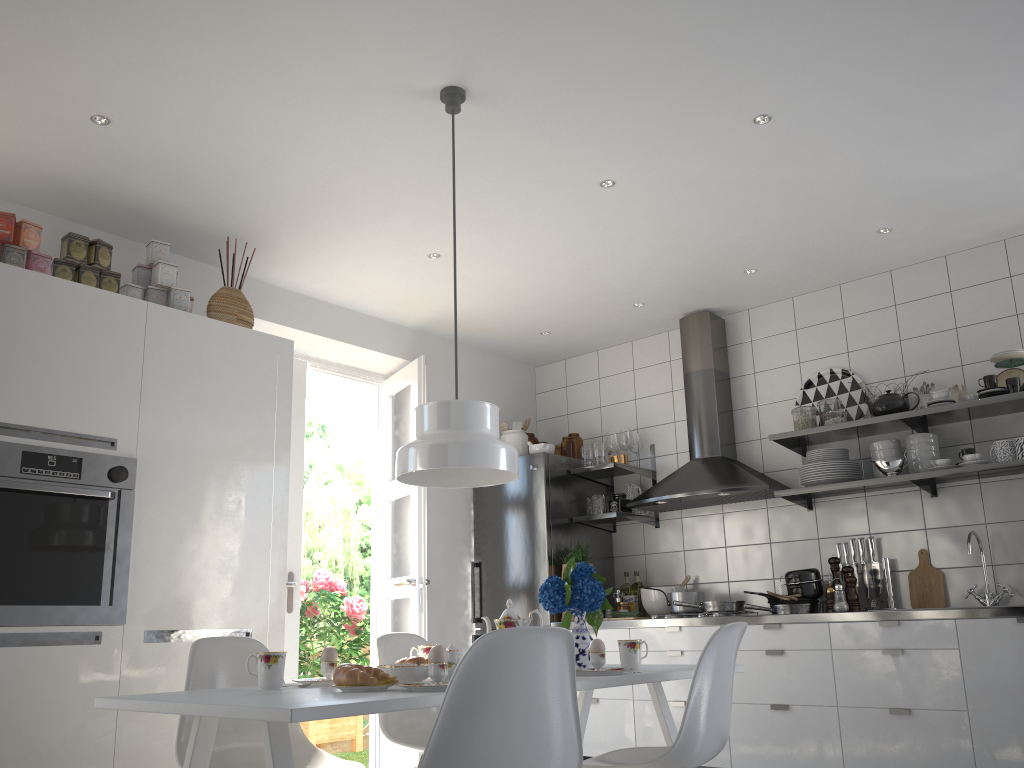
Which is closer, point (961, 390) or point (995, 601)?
point (995, 601)

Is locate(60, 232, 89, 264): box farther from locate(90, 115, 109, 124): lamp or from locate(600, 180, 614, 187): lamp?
locate(600, 180, 614, 187): lamp

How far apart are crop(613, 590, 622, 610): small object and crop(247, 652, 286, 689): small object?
3.1m

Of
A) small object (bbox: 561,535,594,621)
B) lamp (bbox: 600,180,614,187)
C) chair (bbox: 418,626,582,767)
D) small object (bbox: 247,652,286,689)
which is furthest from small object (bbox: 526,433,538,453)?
chair (bbox: 418,626,582,767)

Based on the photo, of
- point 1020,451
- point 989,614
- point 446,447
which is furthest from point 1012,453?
point 446,447

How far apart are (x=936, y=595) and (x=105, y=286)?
3.91m

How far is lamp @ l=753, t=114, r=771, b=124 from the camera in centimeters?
324cm

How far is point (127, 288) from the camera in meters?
3.6

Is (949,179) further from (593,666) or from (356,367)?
(356,367)

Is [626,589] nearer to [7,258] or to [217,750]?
[217,750]
